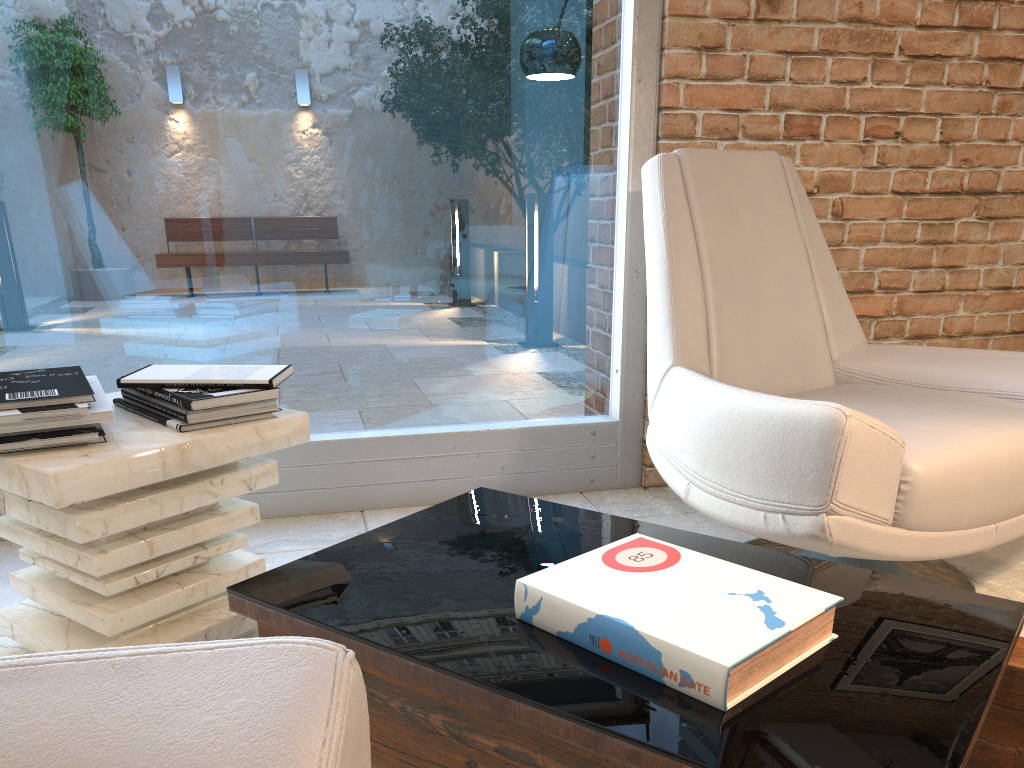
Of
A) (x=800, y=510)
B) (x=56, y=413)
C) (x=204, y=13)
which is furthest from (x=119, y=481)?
(x=204, y=13)

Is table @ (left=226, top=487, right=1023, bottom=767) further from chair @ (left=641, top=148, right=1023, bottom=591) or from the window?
the window

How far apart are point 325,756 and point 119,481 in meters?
0.9

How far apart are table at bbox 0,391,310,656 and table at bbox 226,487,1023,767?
0.3m

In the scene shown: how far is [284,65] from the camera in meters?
2.4

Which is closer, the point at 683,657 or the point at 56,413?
the point at 683,657

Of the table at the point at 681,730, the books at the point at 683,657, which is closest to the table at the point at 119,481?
the table at the point at 681,730

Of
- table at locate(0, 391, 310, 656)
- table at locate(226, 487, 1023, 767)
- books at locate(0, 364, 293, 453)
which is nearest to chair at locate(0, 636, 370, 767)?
table at locate(226, 487, 1023, 767)

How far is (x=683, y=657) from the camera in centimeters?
93cm

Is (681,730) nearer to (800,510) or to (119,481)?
(800,510)
